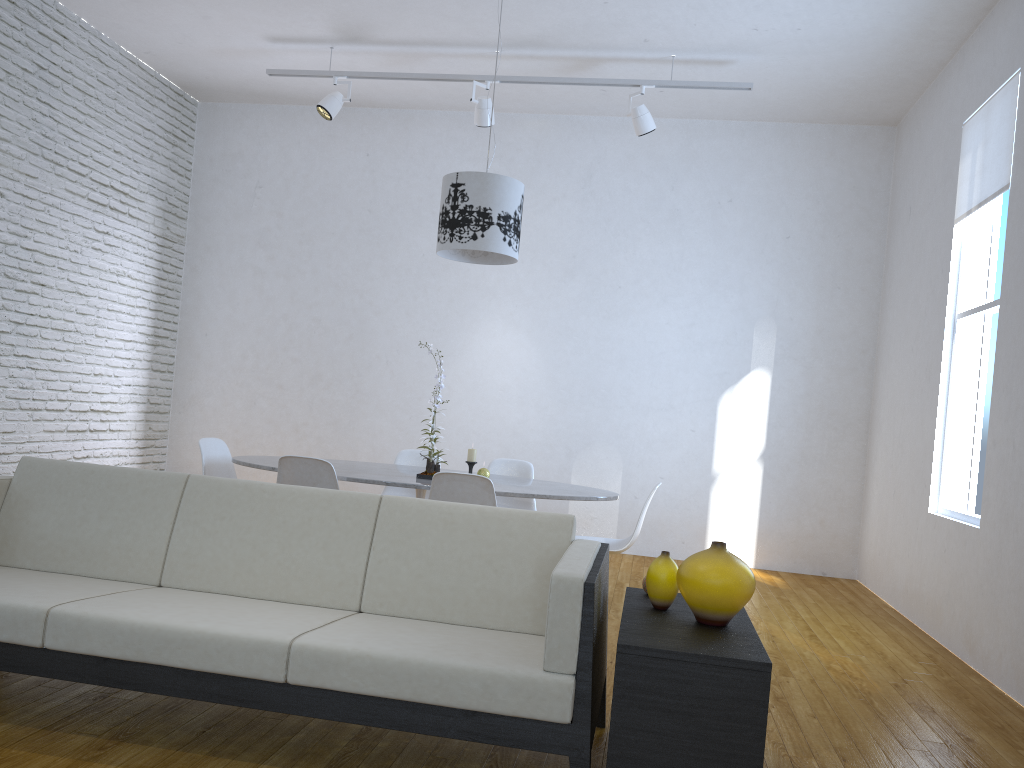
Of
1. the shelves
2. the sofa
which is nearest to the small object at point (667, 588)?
the shelves

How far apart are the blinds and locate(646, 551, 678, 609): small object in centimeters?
287cm

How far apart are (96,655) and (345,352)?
4.8m

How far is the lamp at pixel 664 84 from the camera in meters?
5.5 m

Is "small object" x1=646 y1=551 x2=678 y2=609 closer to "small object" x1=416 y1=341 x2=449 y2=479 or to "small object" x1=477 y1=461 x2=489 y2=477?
"small object" x1=416 y1=341 x2=449 y2=479

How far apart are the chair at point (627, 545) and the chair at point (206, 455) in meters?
2.0 m

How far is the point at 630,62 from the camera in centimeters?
564cm

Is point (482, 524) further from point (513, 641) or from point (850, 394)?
point (850, 394)

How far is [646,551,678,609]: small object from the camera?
2.43m

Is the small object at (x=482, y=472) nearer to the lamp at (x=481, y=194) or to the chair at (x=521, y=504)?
the chair at (x=521, y=504)
